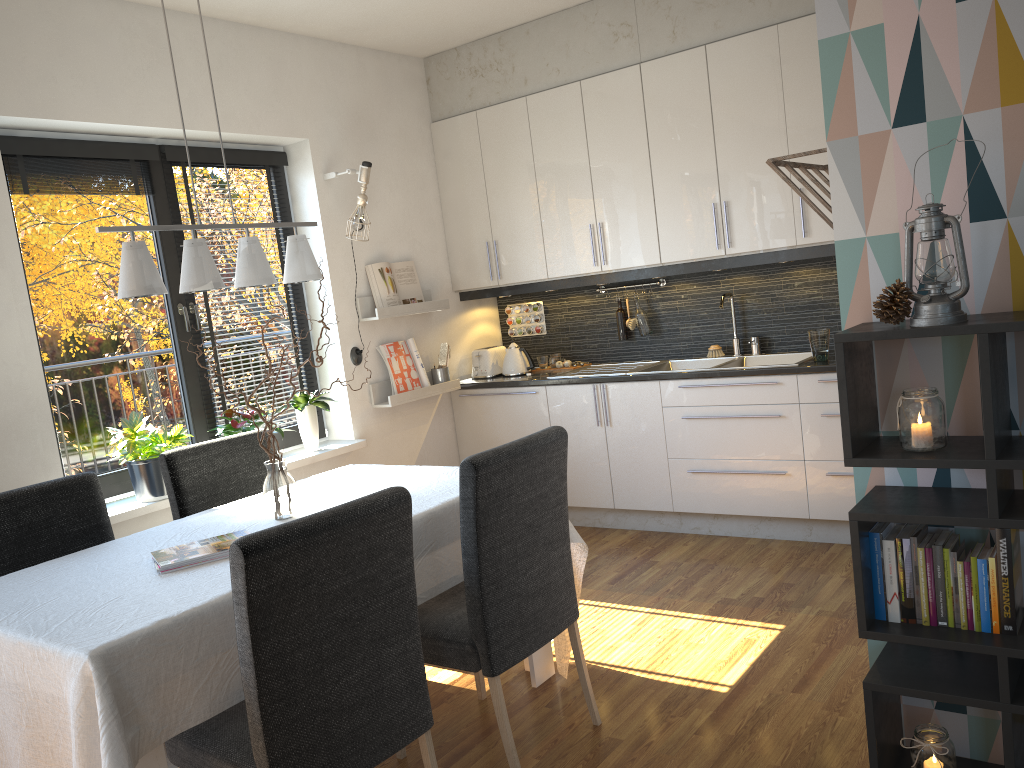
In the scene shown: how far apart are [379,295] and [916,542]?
3.4 meters

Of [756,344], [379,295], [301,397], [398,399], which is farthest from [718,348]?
[301,397]

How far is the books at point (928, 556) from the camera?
2.0 meters

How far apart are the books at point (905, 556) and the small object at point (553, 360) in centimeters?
345cm

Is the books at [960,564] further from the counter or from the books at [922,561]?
the counter

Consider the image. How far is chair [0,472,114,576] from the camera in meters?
2.7

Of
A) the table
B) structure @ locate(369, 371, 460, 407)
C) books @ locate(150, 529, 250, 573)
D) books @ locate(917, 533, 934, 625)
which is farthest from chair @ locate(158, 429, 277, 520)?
books @ locate(917, 533, 934, 625)

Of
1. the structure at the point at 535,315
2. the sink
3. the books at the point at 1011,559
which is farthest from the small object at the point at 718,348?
the books at the point at 1011,559

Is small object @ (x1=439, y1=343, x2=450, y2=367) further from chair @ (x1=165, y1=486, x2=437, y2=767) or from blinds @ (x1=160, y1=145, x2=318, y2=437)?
chair @ (x1=165, y1=486, x2=437, y2=767)

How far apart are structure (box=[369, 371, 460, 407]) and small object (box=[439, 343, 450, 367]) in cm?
12
